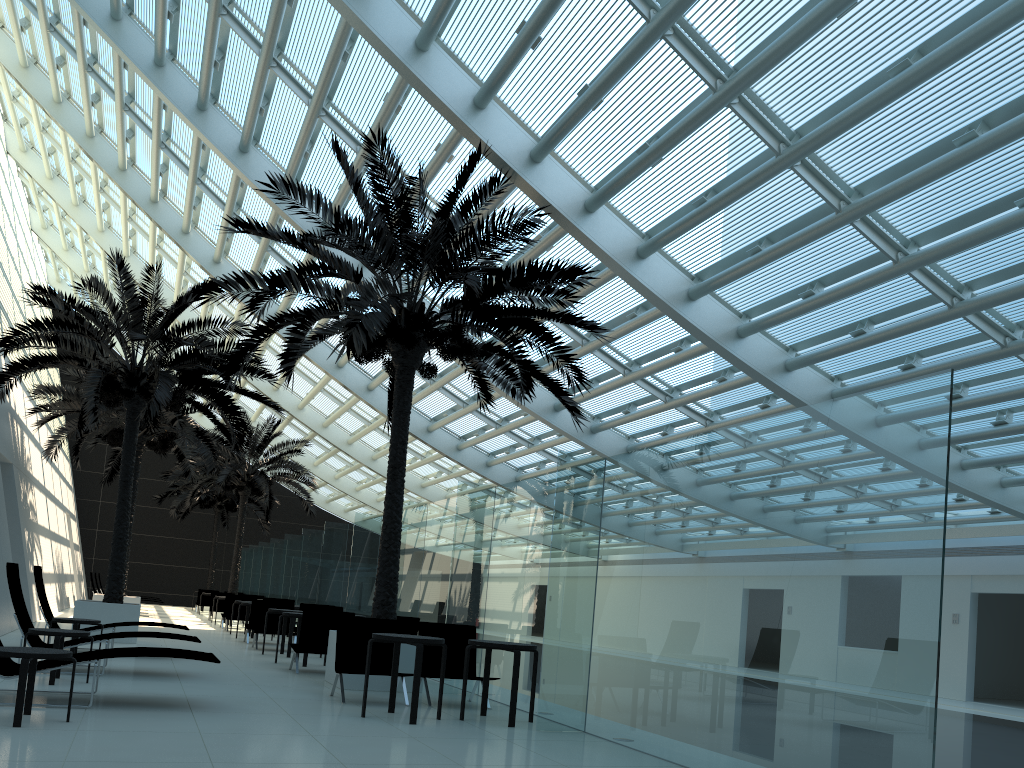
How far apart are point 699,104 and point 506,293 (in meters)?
3.21

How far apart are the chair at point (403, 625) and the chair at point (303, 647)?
0.9 meters

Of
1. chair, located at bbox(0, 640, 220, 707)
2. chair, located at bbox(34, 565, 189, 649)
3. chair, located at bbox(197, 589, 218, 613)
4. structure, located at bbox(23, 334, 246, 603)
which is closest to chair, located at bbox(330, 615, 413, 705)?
chair, located at bbox(0, 640, 220, 707)

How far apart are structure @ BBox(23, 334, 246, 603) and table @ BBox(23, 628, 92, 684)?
10.6 meters

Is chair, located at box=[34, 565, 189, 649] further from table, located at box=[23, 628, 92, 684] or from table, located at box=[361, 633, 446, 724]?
table, located at box=[361, 633, 446, 724]

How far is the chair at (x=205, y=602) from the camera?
31.15m

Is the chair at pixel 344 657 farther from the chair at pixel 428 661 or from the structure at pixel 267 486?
the structure at pixel 267 486

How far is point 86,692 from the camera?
7.69m

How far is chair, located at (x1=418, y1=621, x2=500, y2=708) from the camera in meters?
9.5

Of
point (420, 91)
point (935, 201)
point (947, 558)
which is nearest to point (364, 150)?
point (420, 91)
